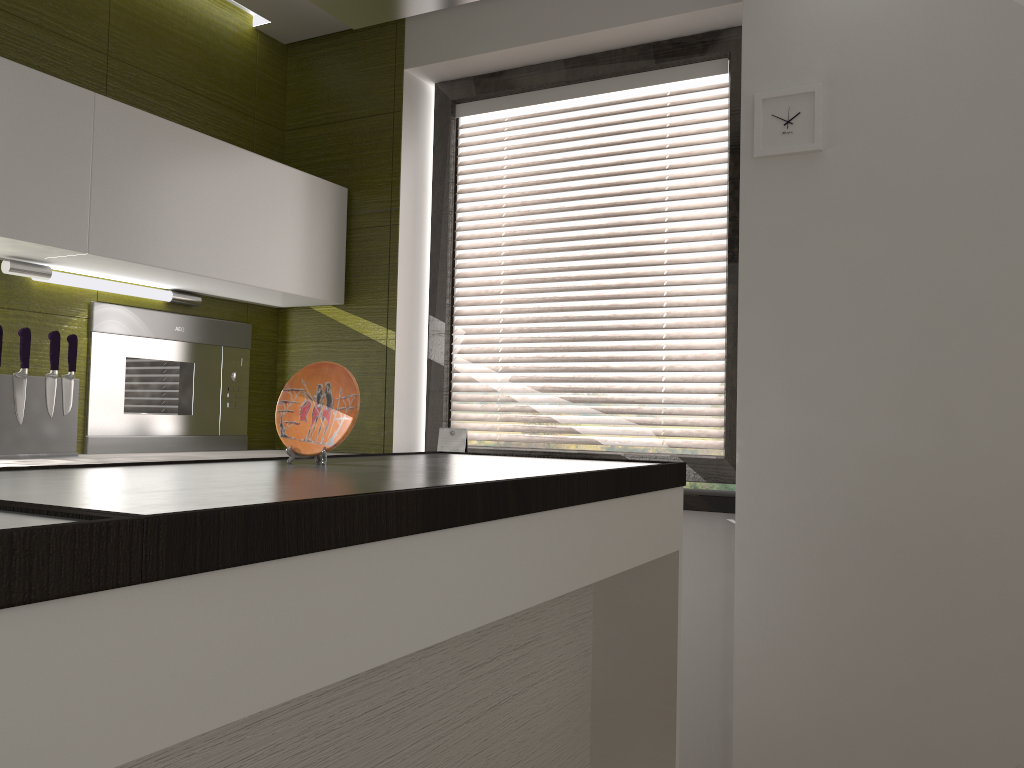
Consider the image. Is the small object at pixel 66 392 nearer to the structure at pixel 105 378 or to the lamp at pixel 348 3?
the structure at pixel 105 378

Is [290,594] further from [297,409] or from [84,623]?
[297,409]

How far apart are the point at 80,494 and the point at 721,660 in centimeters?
206cm

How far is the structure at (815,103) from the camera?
2.4 meters

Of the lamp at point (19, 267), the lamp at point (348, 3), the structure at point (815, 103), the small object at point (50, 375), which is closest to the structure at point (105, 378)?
the lamp at point (19, 267)

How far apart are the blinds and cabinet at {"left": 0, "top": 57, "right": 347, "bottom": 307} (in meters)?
0.43

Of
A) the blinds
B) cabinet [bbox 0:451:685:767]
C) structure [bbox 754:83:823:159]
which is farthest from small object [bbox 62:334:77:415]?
structure [bbox 754:83:823:159]

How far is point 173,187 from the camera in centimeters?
→ 258cm

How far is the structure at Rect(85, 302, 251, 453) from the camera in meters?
2.7

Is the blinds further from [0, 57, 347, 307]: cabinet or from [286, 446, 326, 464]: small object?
[286, 446, 326, 464]: small object
